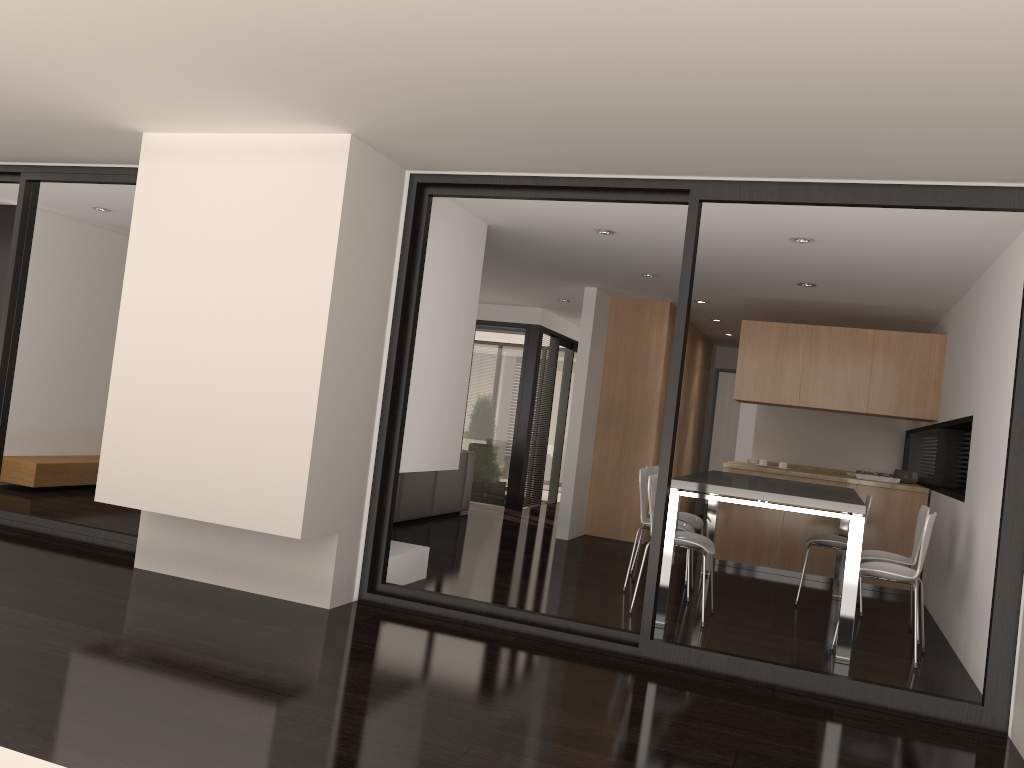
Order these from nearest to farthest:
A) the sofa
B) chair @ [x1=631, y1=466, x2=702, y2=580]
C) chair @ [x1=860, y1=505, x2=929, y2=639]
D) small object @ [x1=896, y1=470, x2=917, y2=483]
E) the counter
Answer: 1. chair @ [x1=860, y1=505, x2=929, y2=639]
2. chair @ [x1=631, y1=466, x2=702, y2=580]
3. the counter
4. small object @ [x1=896, y1=470, x2=917, y2=483]
5. the sofa

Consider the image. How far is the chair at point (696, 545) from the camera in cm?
536

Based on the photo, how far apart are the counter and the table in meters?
0.7 m

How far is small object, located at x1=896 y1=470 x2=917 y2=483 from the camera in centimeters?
796cm

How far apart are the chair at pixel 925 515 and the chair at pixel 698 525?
1.3 meters

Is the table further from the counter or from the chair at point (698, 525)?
the counter

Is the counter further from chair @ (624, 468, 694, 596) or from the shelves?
the shelves

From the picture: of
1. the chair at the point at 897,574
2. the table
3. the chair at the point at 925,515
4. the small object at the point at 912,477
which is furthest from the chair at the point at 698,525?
the small object at the point at 912,477

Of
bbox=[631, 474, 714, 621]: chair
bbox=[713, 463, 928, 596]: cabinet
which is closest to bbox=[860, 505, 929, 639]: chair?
bbox=[631, 474, 714, 621]: chair

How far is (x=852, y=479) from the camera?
7.5 meters
